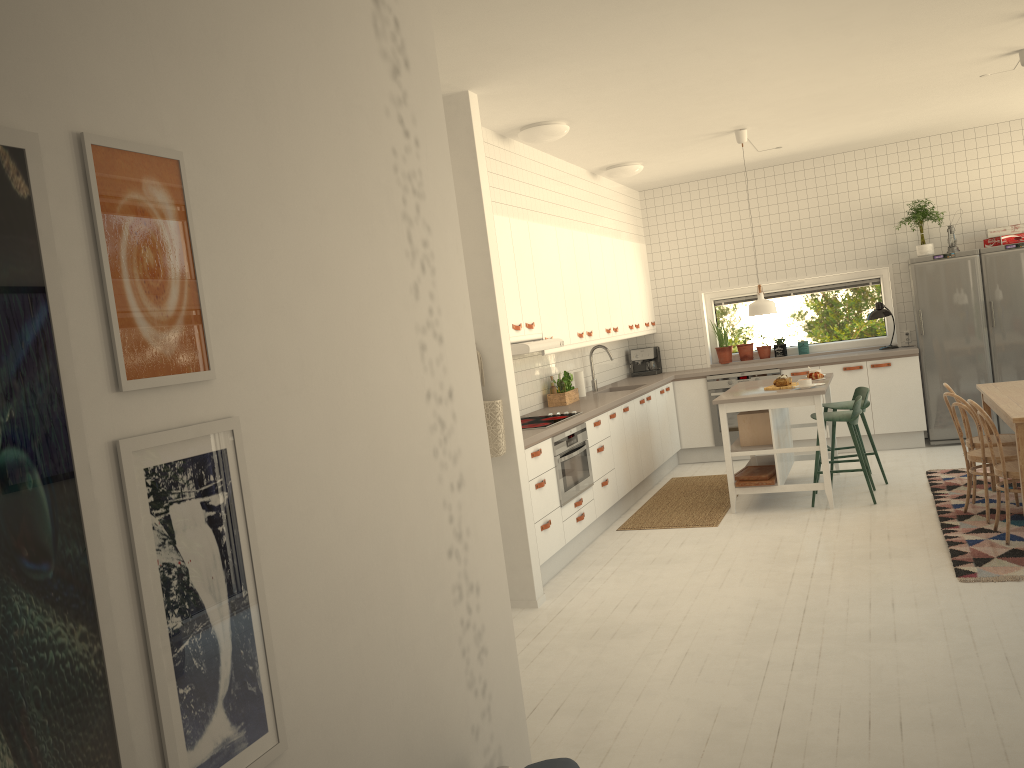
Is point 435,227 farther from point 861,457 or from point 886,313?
point 886,313

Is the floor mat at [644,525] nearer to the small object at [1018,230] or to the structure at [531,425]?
the structure at [531,425]

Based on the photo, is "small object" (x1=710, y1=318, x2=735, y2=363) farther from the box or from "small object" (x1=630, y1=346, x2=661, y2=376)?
the box

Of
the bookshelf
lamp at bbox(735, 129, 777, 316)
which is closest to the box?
lamp at bbox(735, 129, 777, 316)

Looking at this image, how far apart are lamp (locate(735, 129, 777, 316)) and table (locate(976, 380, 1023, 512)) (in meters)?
1.56

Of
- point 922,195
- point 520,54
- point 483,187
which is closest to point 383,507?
point 520,54

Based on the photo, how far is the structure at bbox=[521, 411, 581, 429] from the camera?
5.8 meters

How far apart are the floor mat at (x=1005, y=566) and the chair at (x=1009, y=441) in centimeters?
38cm

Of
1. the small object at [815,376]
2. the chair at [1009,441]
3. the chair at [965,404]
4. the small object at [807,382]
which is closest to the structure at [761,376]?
the small object at [815,376]

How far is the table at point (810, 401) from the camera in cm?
636
